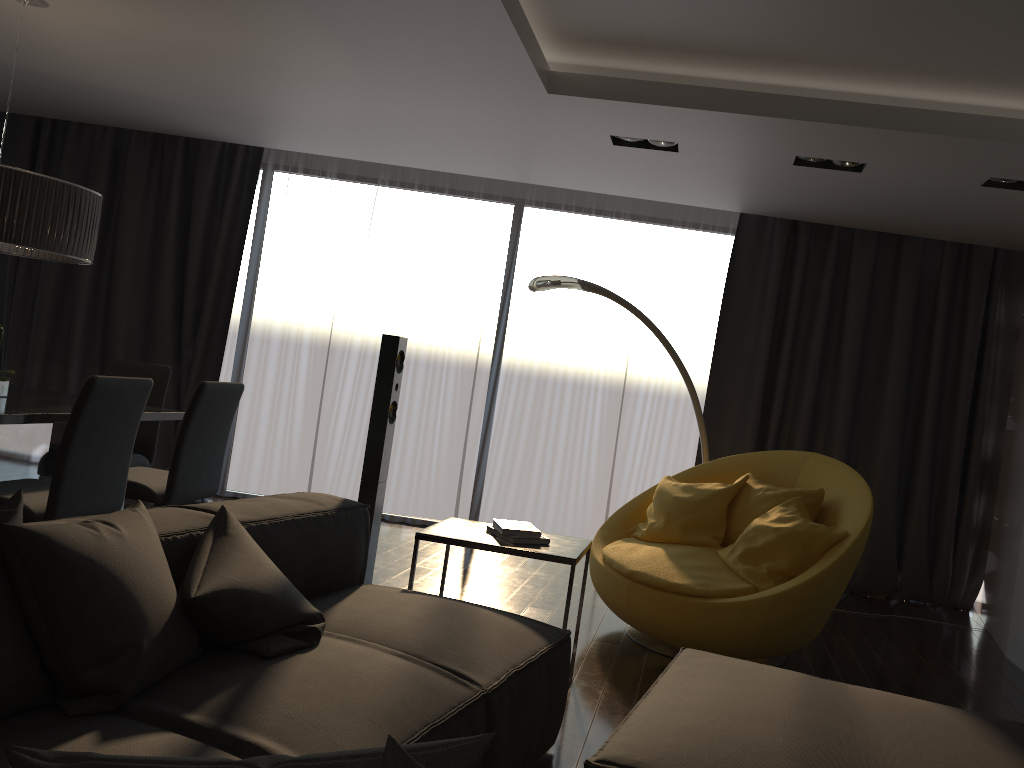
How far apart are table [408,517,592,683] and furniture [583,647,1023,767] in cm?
53

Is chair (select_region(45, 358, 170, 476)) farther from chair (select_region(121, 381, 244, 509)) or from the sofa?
the sofa

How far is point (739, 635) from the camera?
3.66m

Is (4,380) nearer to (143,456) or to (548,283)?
(143,456)

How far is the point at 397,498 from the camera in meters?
6.6

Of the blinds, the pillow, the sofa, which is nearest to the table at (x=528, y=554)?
the sofa

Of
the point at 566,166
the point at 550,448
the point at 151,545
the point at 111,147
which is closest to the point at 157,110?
the point at 111,147

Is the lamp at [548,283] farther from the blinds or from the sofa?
the sofa

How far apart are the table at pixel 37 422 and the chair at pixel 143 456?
0.2 meters

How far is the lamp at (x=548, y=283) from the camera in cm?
480
